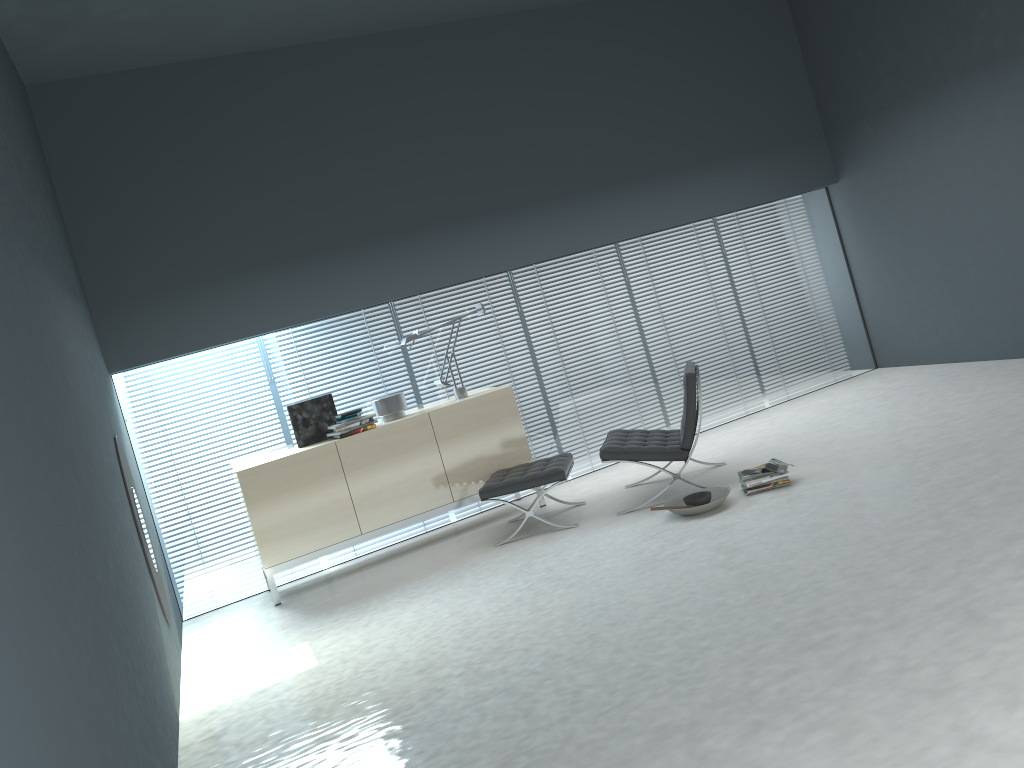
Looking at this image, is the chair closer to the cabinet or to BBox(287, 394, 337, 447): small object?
the cabinet

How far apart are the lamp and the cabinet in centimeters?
12cm

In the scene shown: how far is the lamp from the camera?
6.27m

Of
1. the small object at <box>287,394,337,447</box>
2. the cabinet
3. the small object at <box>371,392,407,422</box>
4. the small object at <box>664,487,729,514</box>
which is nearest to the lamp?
the cabinet

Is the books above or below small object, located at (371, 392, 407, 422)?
below

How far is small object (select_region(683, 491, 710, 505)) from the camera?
5.0 meters

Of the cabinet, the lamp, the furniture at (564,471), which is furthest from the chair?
the lamp

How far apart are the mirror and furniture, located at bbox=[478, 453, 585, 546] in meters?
1.9 m

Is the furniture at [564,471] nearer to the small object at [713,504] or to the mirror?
the small object at [713,504]

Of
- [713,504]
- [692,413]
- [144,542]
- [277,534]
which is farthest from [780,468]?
[144,542]
